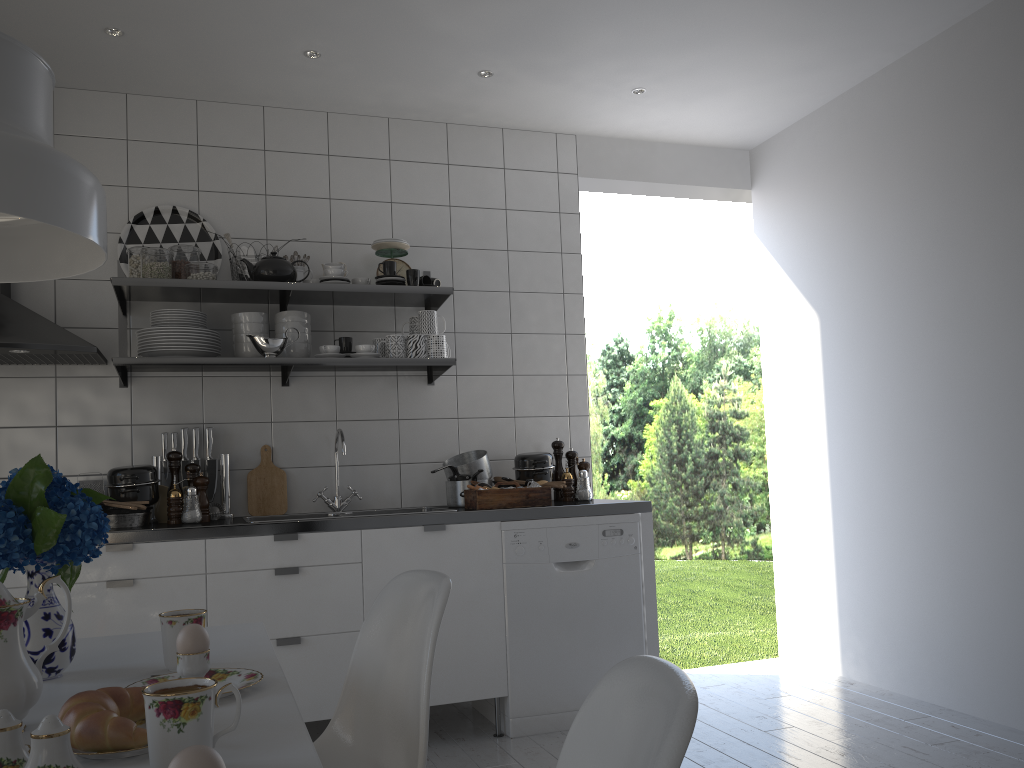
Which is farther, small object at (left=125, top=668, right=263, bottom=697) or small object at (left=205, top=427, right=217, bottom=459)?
small object at (left=205, top=427, right=217, bottom=459)

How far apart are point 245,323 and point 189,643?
2.3m

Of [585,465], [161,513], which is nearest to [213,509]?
[161,513]

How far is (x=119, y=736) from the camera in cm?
99

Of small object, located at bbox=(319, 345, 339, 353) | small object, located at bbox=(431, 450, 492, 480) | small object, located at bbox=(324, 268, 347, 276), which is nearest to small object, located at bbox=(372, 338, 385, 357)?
small object, located at bbox=(319, 345, 339, 353)

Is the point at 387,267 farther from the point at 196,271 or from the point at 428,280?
the point at 196,271

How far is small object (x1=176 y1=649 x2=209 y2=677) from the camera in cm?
130

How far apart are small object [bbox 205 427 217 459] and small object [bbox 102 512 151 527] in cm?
44

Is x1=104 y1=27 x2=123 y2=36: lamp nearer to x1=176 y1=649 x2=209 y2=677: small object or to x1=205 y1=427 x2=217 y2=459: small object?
x1=205 y1=427 x2=217 y2=459: small object

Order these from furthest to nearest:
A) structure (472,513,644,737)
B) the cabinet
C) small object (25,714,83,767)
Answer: structure (472,513,644,737), the cabinet, small object (25,714,83,767)
